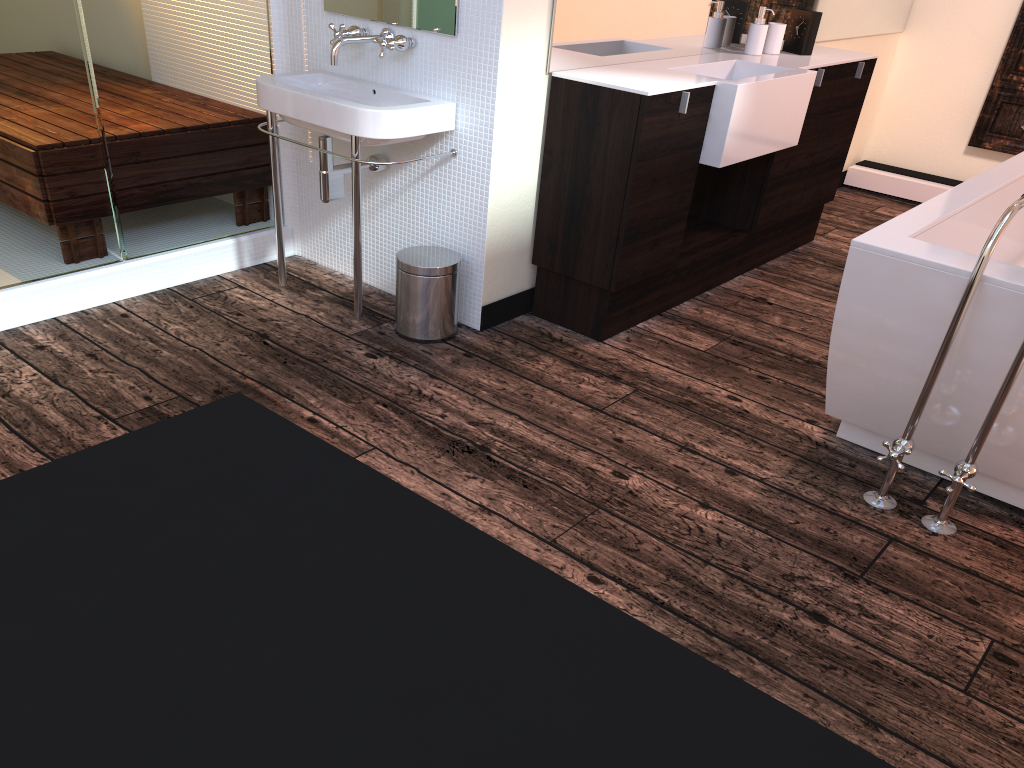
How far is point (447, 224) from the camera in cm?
307

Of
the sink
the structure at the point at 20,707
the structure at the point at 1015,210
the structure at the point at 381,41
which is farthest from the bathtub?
the structure at the point at 20,707

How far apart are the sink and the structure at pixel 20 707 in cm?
181

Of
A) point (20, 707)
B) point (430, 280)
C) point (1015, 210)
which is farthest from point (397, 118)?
point (20, 707)

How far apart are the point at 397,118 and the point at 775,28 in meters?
1.8 m

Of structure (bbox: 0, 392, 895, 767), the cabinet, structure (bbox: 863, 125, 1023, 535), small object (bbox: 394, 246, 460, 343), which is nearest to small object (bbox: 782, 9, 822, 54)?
the cabinet

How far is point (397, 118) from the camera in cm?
269

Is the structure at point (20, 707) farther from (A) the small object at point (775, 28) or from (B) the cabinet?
(A) the small object at point (775, 28)

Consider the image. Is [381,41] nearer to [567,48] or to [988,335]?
[567,48]

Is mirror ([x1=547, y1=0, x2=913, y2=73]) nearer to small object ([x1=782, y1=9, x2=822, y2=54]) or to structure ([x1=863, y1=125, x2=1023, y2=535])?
small object ([x1=782, y1=9, x2=822, y2=54])
